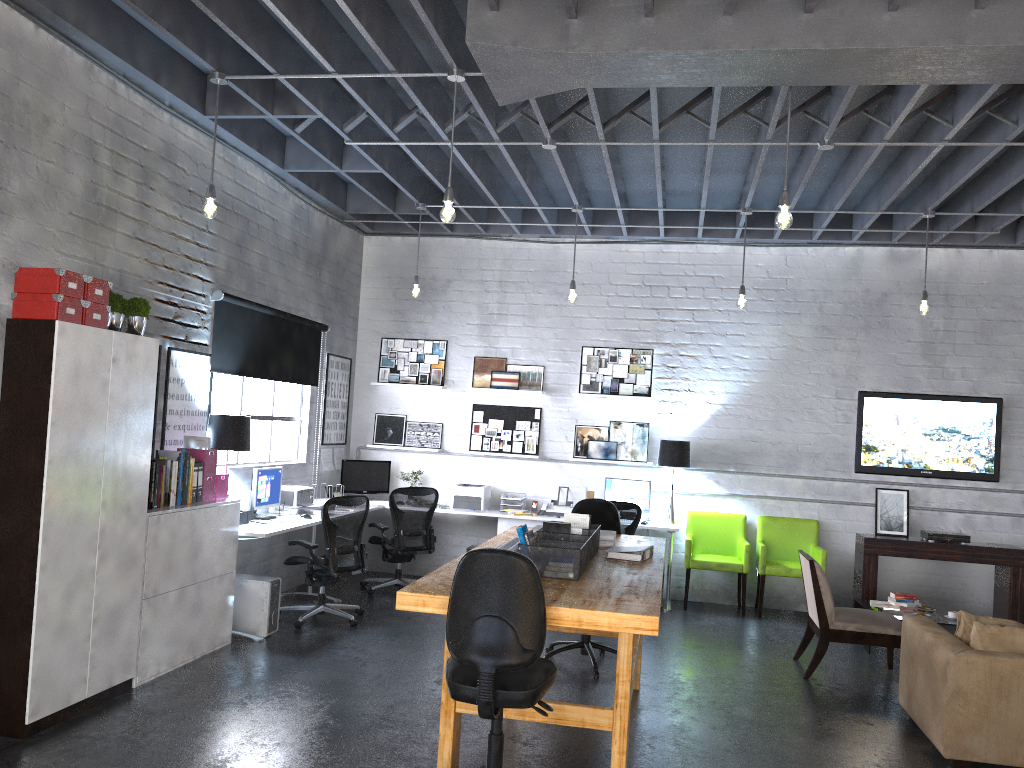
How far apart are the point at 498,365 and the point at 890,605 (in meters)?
4.40

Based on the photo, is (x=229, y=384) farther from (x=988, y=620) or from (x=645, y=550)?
(x=988, y=620)

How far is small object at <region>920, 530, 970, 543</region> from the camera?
8.2m

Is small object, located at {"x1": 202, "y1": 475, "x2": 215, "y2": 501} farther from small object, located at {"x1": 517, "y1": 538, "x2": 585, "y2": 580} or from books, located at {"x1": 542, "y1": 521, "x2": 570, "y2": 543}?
small object, located at {"x1": 517, "y1": 538, "x2": 585, "y2": 580}

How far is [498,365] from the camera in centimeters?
945cm

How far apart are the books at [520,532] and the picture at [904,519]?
5.4 meters

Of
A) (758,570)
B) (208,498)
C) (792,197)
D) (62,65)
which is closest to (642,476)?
(758,570)

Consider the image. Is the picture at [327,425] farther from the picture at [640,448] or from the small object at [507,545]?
the small object at [507,545]

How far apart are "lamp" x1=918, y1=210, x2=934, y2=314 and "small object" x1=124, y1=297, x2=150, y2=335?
6.0m

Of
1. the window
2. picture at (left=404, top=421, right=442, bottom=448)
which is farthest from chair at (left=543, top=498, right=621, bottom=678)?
picture at (left=404, top=421, right=442, bottom=448)
